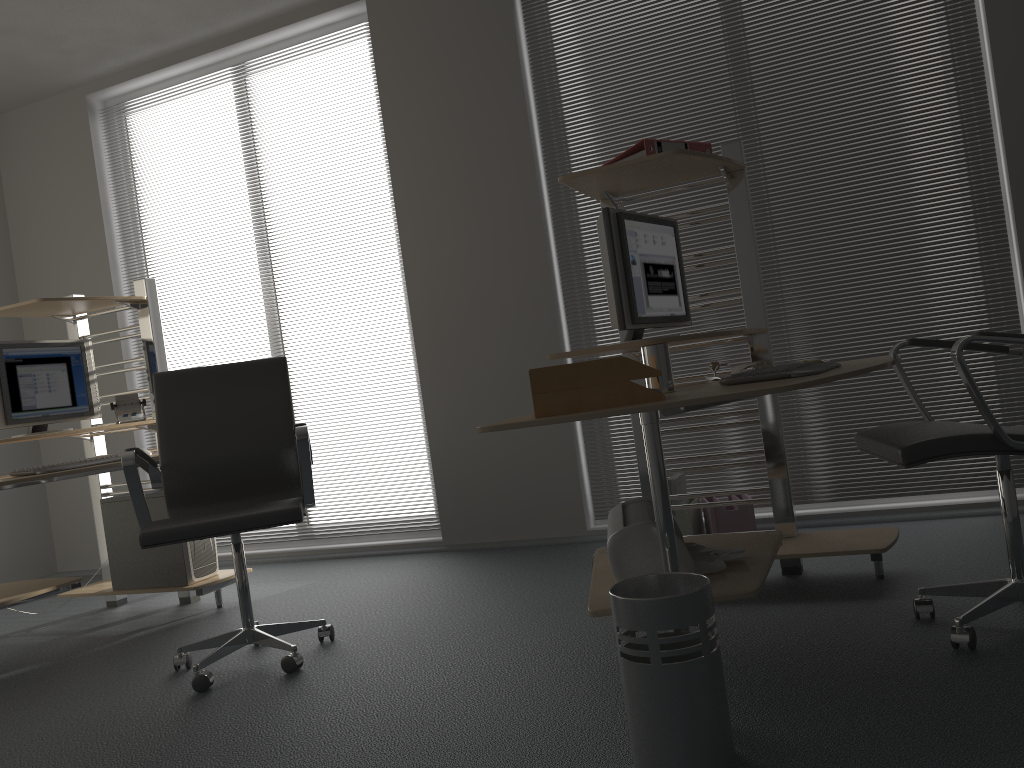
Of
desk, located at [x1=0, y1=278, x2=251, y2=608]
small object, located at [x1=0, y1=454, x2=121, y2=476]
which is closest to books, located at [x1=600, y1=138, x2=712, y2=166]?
desk, located at [x1=0, y1=278, x2=251, y2=608]

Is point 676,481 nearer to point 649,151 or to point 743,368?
point 743,368

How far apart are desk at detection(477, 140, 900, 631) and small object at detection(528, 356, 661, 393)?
0.1 meters

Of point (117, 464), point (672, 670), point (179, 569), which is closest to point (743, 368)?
point (672, 670)

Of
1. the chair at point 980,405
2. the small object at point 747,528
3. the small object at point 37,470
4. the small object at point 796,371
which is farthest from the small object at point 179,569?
the chair at point 980,405

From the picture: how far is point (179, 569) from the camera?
3.9 meters

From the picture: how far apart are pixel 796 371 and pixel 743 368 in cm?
78

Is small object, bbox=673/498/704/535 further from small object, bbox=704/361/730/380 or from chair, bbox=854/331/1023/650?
chair, bbox=854/331/1023/650

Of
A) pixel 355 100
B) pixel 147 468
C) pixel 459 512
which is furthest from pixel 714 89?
pixel 147 468

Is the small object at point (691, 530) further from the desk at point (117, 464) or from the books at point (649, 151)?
the desk at point (117, 464)
